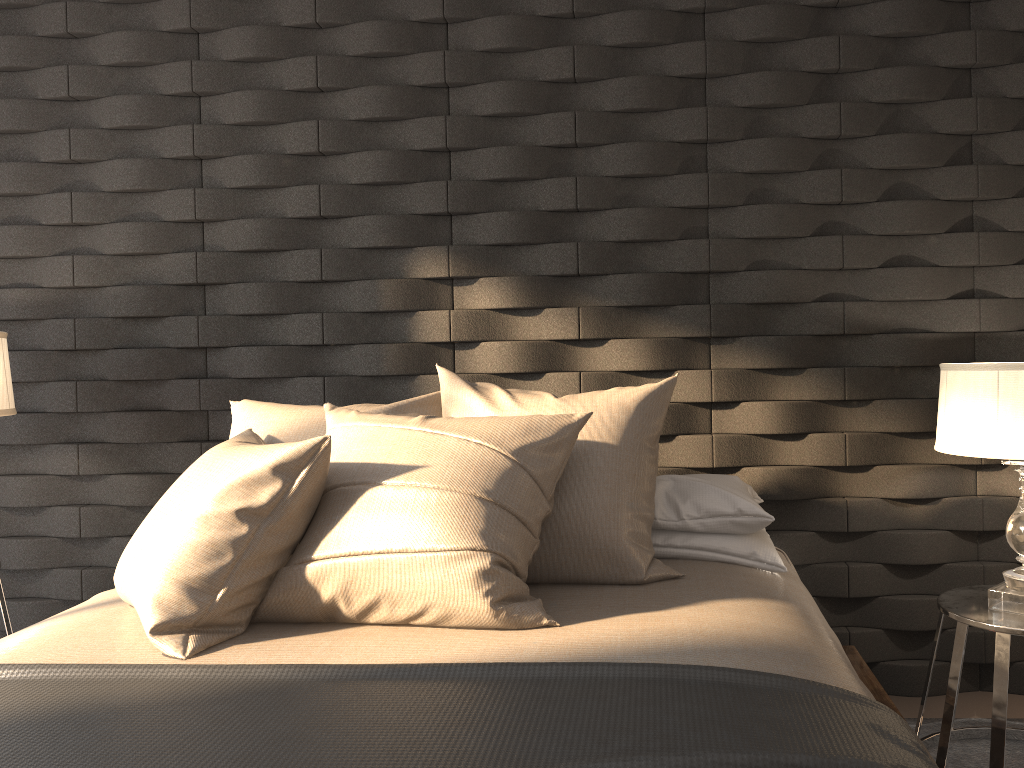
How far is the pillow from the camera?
1.7 meters

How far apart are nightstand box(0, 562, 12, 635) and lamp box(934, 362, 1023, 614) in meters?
2.6

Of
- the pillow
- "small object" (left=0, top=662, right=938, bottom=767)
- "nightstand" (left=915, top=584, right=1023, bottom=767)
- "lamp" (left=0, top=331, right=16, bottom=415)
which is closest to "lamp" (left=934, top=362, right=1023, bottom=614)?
"nightstand" (left=915, top=584, right=1023, bottom=767)

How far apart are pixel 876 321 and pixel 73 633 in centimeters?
221cm

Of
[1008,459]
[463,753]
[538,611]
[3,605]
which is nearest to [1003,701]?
[1008,459]

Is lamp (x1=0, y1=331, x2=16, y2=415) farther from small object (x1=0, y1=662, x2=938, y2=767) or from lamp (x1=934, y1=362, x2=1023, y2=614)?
lamp (x1=934, y1=362, x2=1023, y2=614)

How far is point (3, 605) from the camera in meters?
2.5

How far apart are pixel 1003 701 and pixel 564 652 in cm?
117

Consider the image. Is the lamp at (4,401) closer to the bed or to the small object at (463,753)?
the bed

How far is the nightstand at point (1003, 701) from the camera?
2.0m
